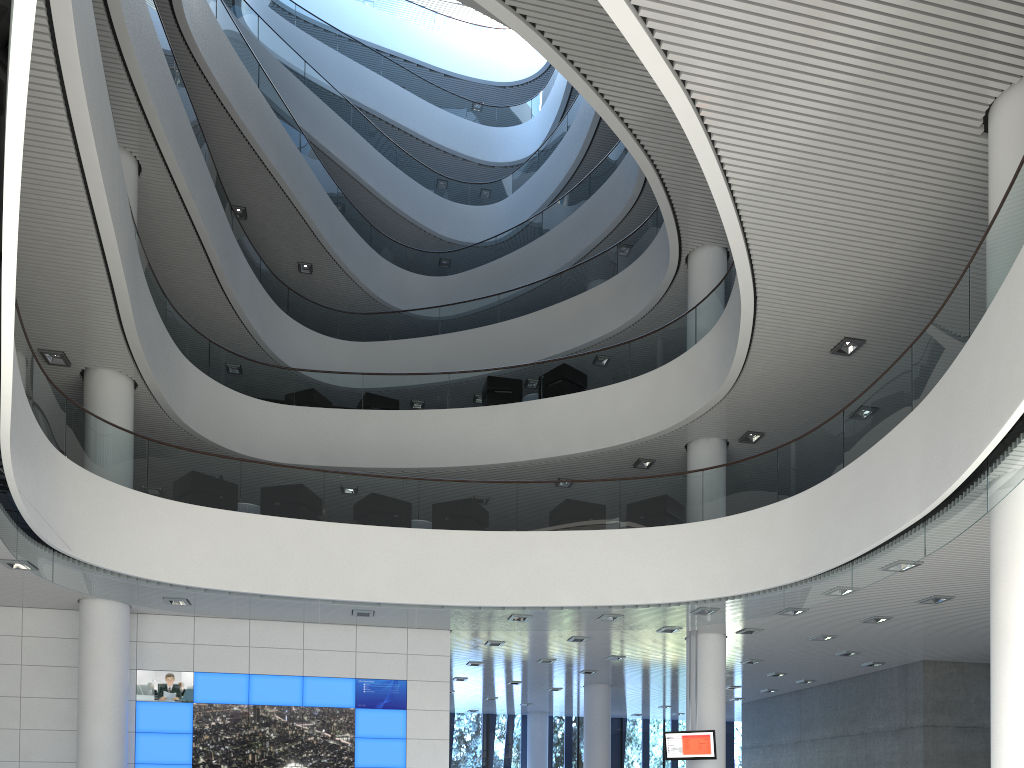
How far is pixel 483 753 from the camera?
15.67m

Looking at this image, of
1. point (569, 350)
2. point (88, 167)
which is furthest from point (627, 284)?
point (88, 167)

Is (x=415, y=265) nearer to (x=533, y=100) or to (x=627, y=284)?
(x=627, y=284)

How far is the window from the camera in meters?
15.7 m

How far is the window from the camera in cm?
1567
